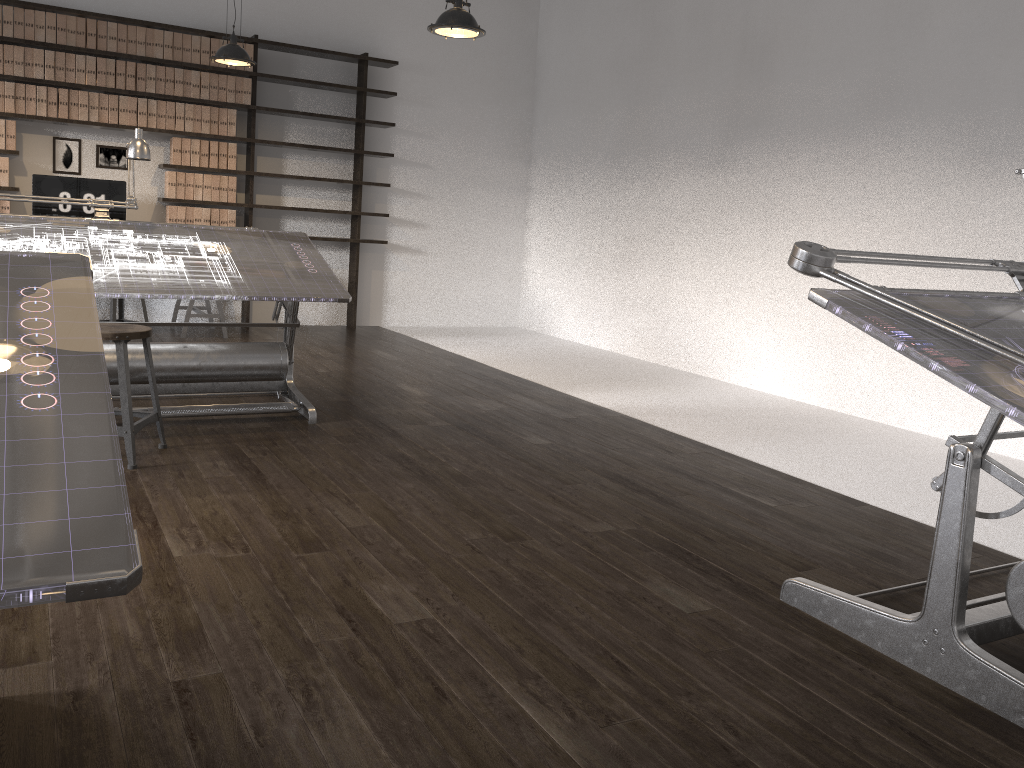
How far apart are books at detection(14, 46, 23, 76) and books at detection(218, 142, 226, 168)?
1.5m

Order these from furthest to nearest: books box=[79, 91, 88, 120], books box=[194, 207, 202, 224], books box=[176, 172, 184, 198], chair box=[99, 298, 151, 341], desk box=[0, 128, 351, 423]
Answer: books box=[194, 207, 202, 224]
books box=[176, 172, 184, 198]
books box=[79, 91, 88, 120]
chair box=[99, 298, 151, 341]
desk box=[0, 128, 351, 423]

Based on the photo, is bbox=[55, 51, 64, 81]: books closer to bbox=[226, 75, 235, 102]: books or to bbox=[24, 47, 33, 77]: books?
bbox=[24, 47, 33, 77]: books

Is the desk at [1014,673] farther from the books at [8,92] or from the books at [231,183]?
the books at [8,92]

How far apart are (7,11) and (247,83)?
1.7m

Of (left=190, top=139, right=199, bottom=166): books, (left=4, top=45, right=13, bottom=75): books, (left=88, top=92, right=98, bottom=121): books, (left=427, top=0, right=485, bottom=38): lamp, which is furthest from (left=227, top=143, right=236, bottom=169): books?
(left=427, top=0, right=485, bottom=38): lamp

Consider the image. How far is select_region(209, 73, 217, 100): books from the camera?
7.17m

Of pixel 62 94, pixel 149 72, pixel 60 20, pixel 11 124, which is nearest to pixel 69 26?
pixel 60 20

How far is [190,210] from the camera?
7.3 meters

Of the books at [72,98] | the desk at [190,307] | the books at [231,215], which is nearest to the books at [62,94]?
the books at [72,98]
